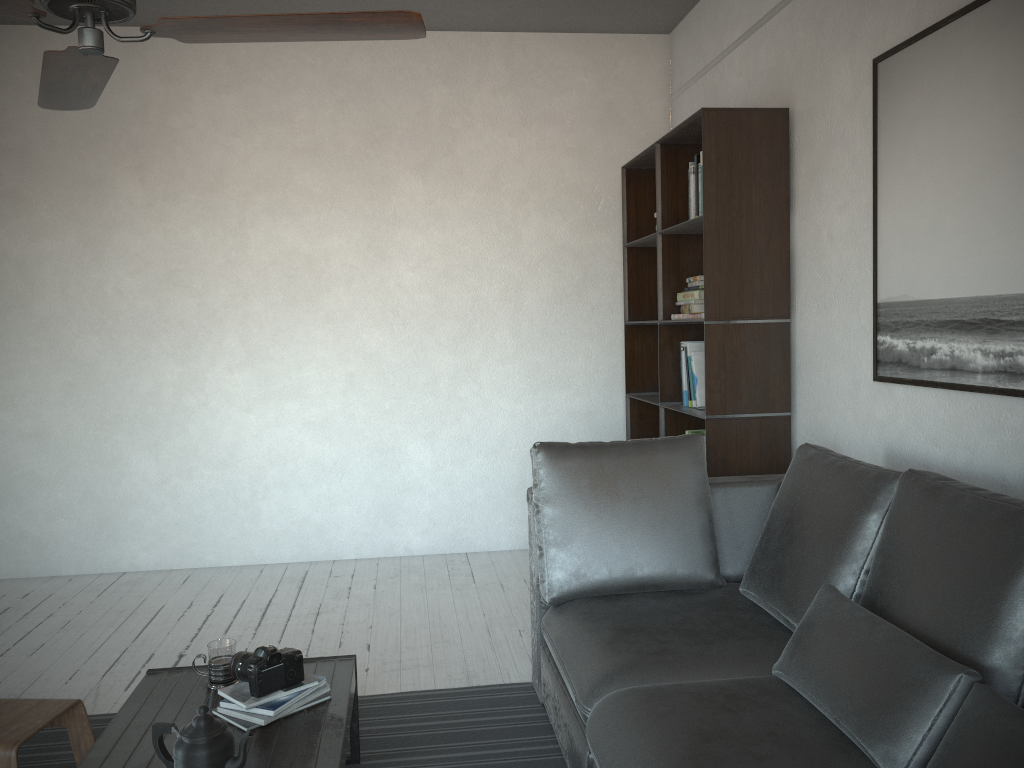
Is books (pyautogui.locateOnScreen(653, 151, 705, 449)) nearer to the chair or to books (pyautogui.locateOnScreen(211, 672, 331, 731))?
books (pyautogui.locateOnScreen(211, 672, 331, 731))

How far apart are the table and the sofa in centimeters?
56cm

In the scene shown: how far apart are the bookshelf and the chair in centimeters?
231cm

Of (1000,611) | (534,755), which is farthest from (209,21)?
(534,755)

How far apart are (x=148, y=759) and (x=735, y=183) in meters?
2.8

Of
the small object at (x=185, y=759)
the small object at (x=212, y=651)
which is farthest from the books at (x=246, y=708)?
the small object at (x=185, y=759)

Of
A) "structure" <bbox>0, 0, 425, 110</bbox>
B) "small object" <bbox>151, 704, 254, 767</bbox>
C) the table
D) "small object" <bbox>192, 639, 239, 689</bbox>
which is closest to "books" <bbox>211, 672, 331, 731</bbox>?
the table

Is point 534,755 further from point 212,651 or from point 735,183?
point 735,183

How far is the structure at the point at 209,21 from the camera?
1.7 meters

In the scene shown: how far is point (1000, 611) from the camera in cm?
168
